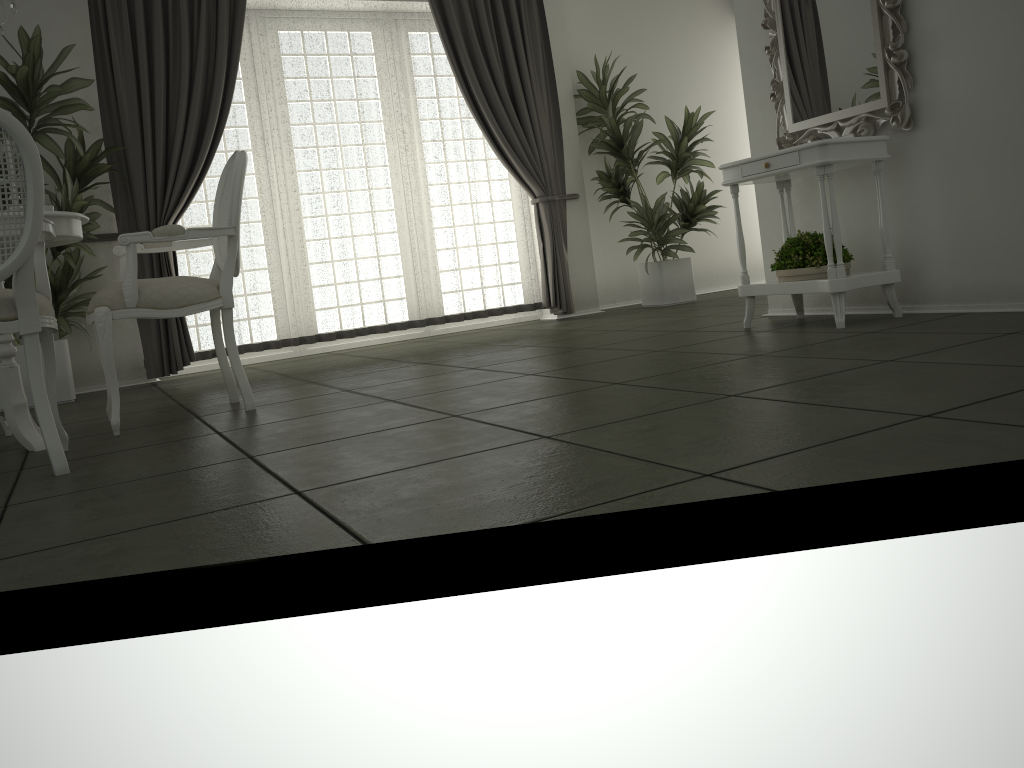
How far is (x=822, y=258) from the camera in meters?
3.9

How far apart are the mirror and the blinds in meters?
2.3

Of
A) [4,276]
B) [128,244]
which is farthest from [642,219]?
[4,276]

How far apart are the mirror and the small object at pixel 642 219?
2.08m

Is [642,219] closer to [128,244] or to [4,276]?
[128,244]

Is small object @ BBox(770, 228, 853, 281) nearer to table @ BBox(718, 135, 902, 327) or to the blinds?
table @ BBox(718, 135, 902, 327)

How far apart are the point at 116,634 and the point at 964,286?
3.6m

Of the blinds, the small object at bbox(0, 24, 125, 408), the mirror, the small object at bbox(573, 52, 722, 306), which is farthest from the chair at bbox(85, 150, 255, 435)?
the small object at bbox(573, 52, 722, 306)

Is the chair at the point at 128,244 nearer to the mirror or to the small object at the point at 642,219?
the mirror

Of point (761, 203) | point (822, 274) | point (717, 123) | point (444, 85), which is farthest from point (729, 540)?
point (717, 123)
